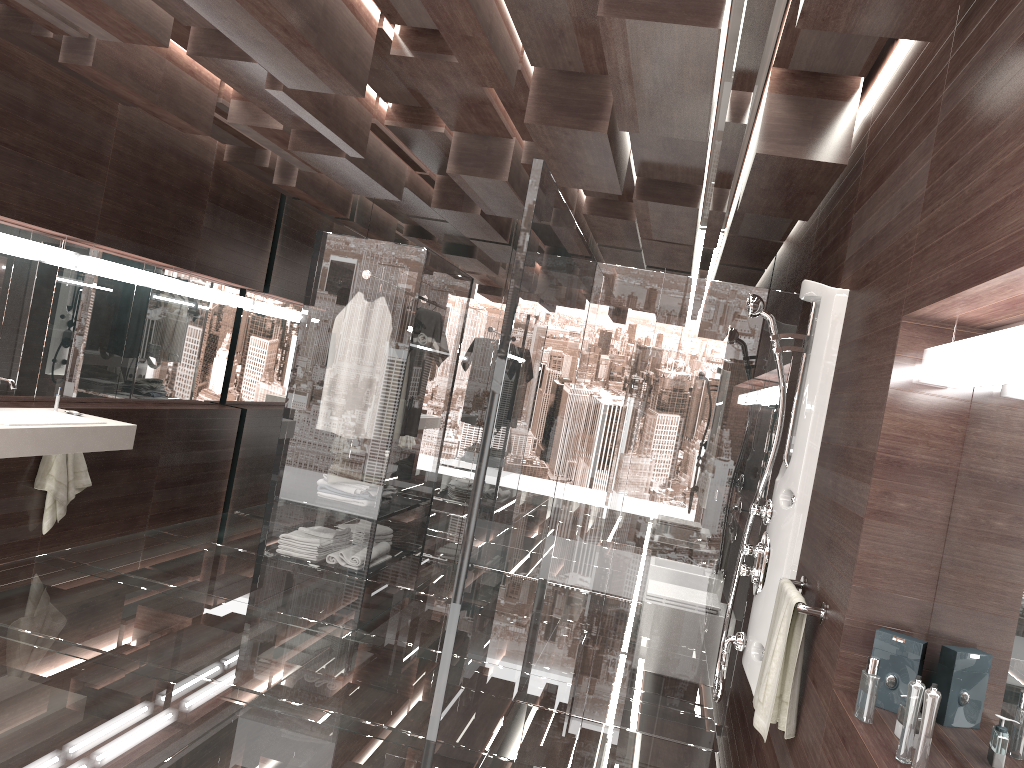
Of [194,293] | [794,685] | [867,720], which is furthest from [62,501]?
[867,720]

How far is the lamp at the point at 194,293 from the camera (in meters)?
6.00

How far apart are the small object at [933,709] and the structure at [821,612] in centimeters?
71cm

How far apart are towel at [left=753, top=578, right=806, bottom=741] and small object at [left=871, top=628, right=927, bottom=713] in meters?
0.4

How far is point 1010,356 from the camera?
1.5m

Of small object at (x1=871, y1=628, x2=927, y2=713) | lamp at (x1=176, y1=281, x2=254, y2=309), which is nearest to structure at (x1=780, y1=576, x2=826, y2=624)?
small object at (x1=871, y1=628, x2=927, y2=713)

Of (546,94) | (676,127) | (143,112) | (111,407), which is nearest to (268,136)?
(143,112)

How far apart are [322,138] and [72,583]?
2.6m

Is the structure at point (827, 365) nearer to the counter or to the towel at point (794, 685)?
the towel at point (794, 685)

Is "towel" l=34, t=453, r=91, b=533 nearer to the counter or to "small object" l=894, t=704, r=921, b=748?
the counter
